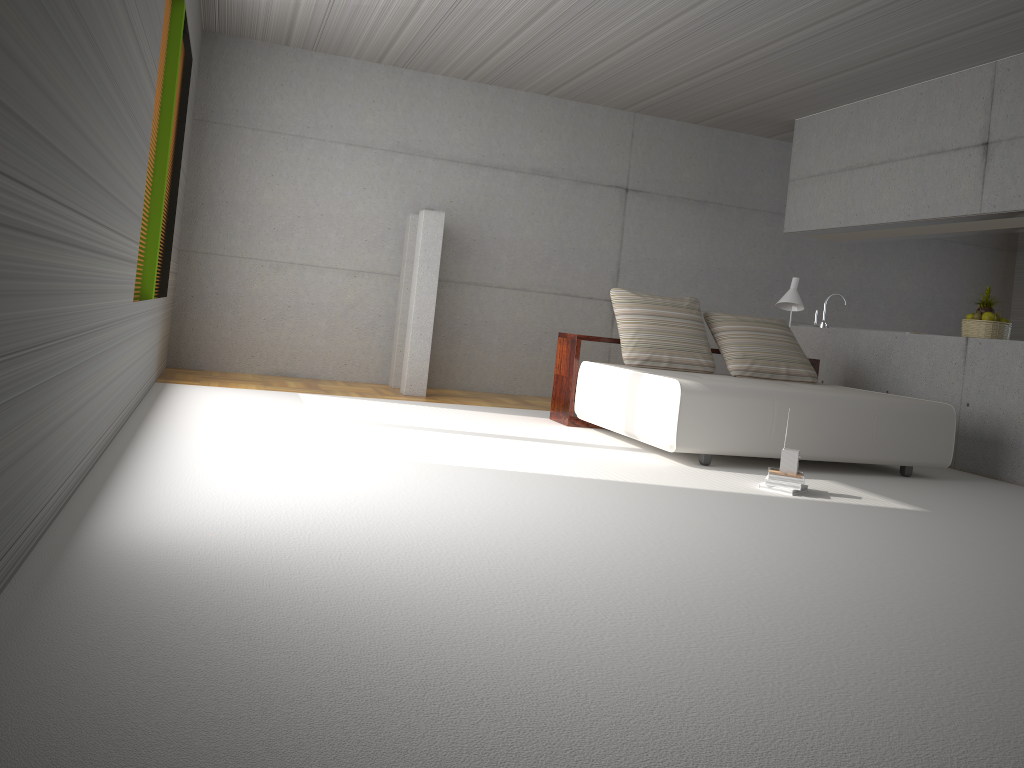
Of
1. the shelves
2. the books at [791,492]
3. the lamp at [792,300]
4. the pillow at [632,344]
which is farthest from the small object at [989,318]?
the books at [791,492]

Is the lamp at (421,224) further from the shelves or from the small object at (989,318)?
the small object at (989,318)

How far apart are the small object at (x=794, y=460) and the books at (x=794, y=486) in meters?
0.1 m

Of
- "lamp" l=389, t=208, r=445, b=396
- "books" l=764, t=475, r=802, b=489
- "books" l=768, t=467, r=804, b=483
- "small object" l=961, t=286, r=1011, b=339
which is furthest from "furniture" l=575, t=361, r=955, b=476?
"lamp" l=389, t=208, r=445, b=396

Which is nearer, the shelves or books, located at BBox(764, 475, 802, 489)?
books, located at BBox(764, 475, 802, 489)

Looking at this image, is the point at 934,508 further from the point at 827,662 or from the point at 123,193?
the point at 123,193

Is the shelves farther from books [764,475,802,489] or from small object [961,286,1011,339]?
books [764,475,802,489]

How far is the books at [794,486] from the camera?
4.81m

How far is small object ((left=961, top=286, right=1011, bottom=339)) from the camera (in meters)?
6.94

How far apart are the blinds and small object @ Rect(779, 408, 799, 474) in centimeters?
427cm
